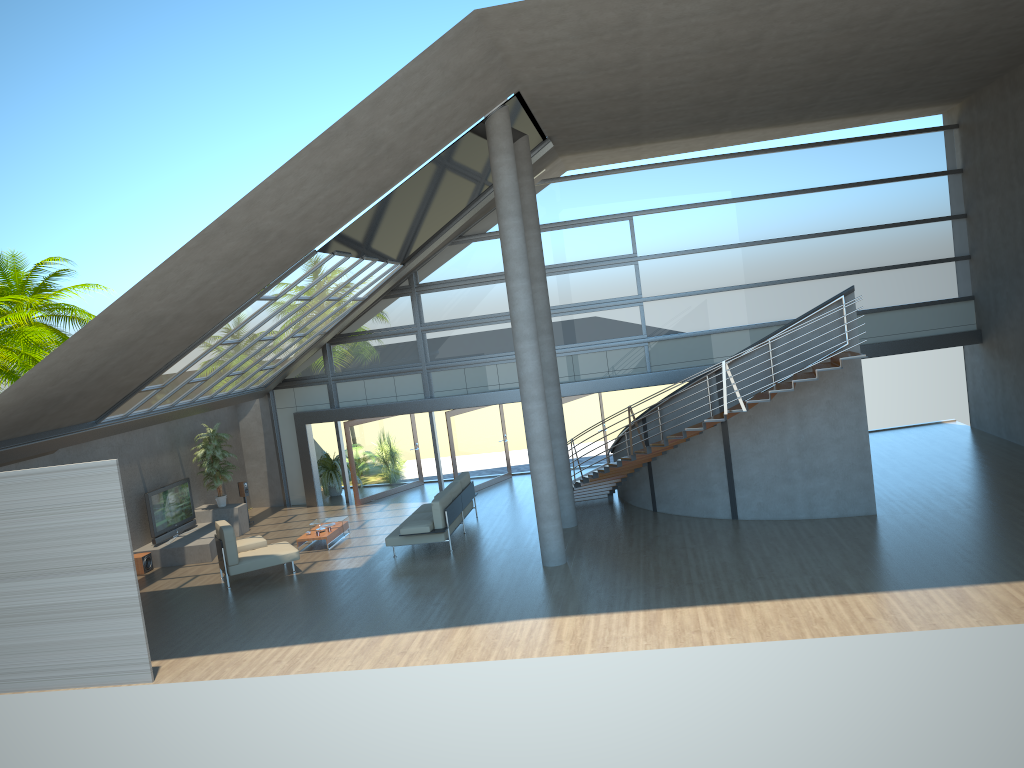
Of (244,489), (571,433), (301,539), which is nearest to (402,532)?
(301,539)

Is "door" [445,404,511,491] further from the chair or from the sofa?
the chair

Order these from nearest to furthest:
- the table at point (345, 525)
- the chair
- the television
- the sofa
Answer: the chair < the sofa < the television < the table at point (345, 525)

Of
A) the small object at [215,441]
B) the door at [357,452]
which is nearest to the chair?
the small object at [215,441]

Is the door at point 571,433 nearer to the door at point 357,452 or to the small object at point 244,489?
the door at point 357,452

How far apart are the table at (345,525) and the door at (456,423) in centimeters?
311cm

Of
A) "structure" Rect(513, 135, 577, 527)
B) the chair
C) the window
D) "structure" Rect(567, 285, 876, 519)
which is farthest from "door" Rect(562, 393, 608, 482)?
the chair

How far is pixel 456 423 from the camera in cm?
1989

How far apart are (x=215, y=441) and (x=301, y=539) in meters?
3.6

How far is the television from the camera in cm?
1713
